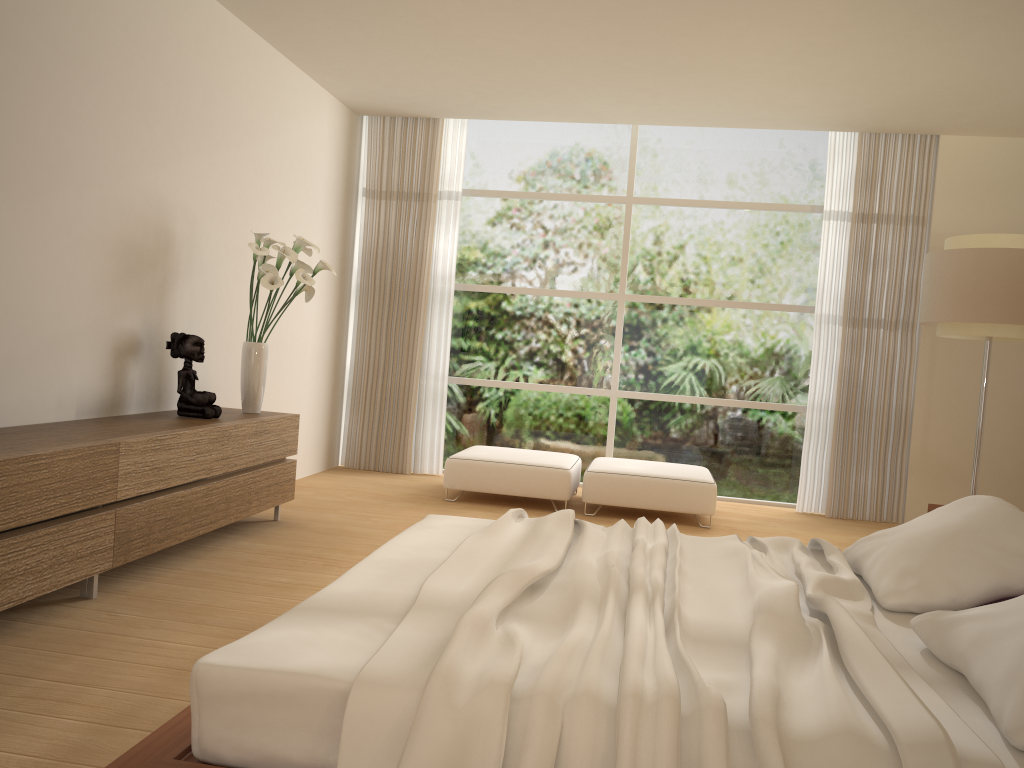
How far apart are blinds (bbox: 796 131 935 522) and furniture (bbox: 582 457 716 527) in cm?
101

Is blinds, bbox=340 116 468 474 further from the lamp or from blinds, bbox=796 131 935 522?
the lamp

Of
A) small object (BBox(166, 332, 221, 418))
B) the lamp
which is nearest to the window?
the lamp

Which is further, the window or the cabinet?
the window

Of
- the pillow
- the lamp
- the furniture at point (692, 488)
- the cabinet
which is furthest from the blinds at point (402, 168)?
the pillow

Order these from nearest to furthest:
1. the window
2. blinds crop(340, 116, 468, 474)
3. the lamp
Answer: the lamp, the window, blinds crop(340, 116, 468, 474)

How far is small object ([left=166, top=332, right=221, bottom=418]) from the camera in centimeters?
474cm

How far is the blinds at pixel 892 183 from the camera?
7.1m

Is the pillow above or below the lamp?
below

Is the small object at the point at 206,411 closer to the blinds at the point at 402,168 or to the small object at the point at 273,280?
the small object at the point at 273,280
